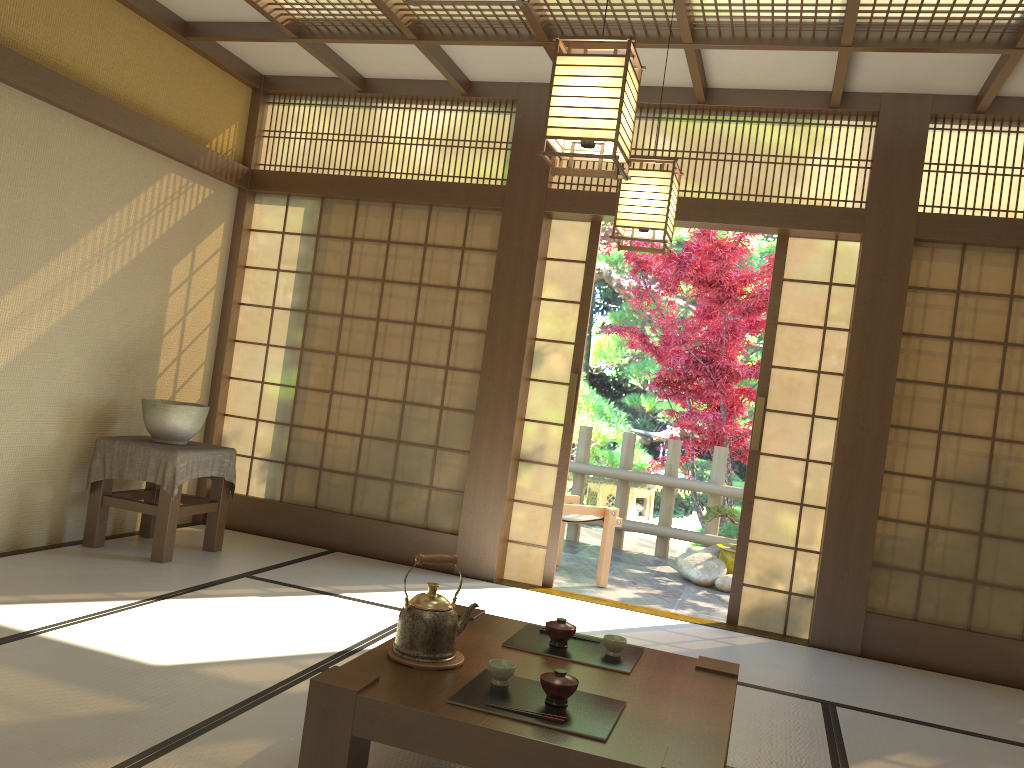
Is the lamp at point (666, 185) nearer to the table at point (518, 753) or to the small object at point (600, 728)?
the table at point (518, 753)

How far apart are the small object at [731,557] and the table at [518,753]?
4.1 meters

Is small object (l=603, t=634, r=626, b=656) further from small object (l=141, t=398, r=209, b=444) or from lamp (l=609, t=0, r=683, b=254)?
small object (l=141, t=398, r=209, b=444)

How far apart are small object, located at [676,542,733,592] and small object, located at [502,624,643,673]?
3.79m

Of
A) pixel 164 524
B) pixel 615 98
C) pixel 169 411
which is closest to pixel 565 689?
pixel 615 98

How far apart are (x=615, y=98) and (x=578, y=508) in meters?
3.9 m

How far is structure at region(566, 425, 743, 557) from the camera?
7.53m

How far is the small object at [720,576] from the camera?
6.5 meters

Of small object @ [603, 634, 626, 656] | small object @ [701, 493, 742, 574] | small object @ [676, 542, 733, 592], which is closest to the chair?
small object @ [676, 542, 733, 592]

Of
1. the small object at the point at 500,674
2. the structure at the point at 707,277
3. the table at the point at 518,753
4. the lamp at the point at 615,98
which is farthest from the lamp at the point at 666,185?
the structure at the point at 707,277
